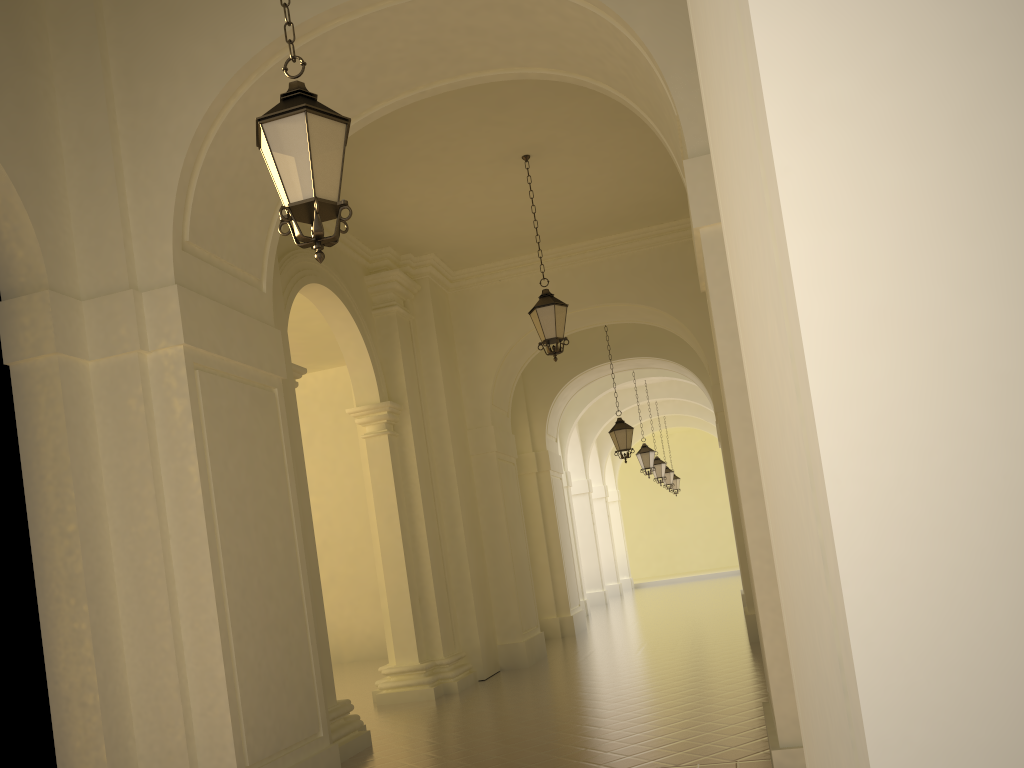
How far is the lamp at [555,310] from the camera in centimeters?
1066cm

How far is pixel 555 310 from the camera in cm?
1066

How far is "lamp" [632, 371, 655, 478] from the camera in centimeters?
2152cm

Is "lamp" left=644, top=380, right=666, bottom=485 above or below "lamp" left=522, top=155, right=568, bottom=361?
below

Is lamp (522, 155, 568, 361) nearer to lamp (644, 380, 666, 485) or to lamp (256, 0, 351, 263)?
lamp (256, 0, 351, 263)

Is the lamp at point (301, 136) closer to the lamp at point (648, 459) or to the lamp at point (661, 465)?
the lamp at point (648, 459)

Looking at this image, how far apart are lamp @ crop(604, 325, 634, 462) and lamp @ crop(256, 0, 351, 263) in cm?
1266

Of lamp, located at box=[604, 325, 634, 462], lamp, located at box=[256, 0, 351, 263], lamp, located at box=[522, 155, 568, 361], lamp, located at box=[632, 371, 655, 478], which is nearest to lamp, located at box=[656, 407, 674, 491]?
lamp, located at box=[632, 371, 655, 478]

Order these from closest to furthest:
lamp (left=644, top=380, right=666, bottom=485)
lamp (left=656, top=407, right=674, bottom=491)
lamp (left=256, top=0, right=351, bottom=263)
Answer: lamp (left=256, top=0, right=351, bottom=263), lamp (left=644, top=380, right=666, bottom=485), lamp (left=656, top=407, right=674, bottom=491)

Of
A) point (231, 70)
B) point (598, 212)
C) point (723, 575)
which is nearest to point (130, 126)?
point (231, 70)
